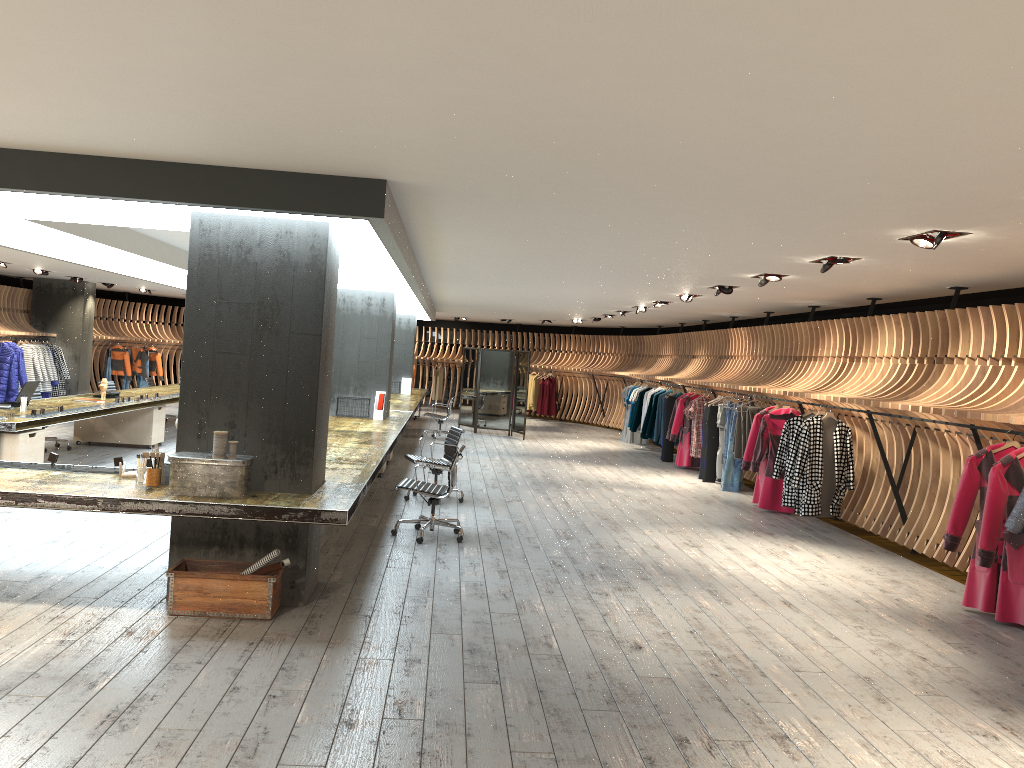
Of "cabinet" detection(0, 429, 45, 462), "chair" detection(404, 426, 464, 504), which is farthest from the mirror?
"cabinet" detection(0, 429, 45, 462)

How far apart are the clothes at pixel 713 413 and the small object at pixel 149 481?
9.7m

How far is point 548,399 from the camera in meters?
25.0 m

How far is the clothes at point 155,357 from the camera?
23.5m

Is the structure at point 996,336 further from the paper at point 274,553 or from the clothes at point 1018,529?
the paper at point 274,553

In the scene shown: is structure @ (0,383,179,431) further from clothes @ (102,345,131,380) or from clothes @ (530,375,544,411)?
clothes @ (530,375,544,411)

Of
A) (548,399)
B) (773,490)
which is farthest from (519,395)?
(773,490)

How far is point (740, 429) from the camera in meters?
12.7

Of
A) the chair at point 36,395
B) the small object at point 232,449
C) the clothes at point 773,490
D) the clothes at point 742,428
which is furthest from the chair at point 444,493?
the chair at point 36,395

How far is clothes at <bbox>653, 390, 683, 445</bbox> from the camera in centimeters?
1693cm
